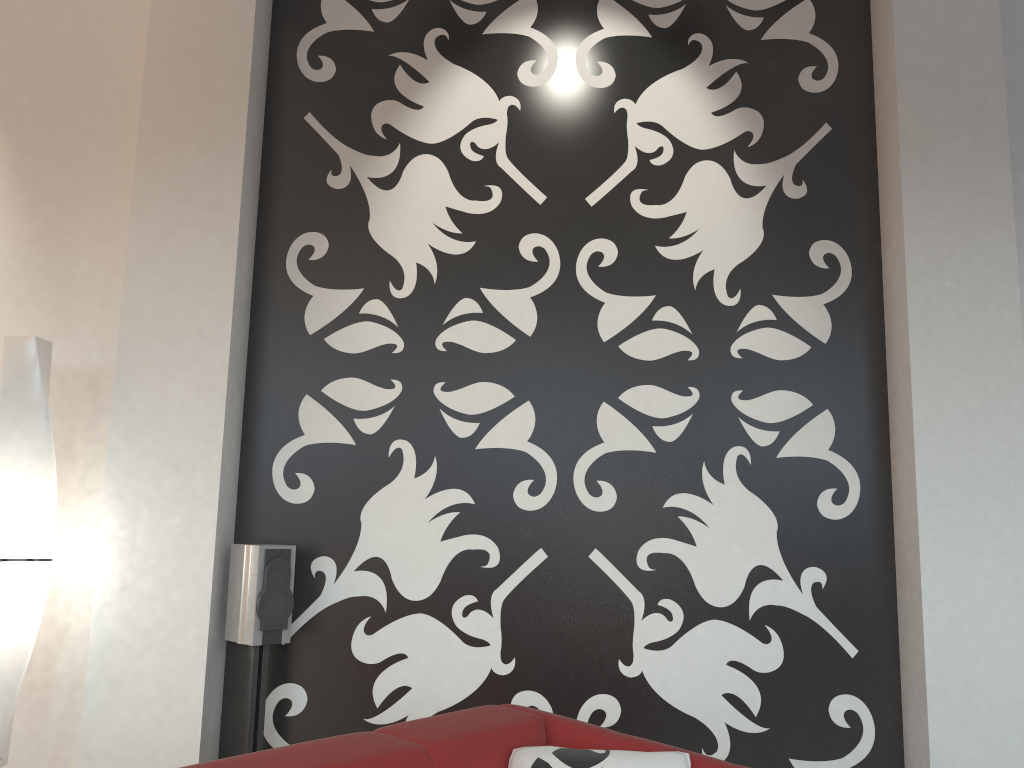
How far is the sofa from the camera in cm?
176

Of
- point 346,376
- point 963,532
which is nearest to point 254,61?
point 346,376

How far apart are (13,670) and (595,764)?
1.95m

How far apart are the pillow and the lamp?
1.7 meters

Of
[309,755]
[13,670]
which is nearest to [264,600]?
[13,670]

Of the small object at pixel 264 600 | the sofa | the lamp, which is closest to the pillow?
the sofa

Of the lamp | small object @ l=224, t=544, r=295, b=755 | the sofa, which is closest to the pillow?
the sofa

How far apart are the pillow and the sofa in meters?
0.0

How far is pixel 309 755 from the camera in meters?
1.8 m

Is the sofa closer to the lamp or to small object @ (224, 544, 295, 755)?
small object @ (224, 544, 295, 755)
